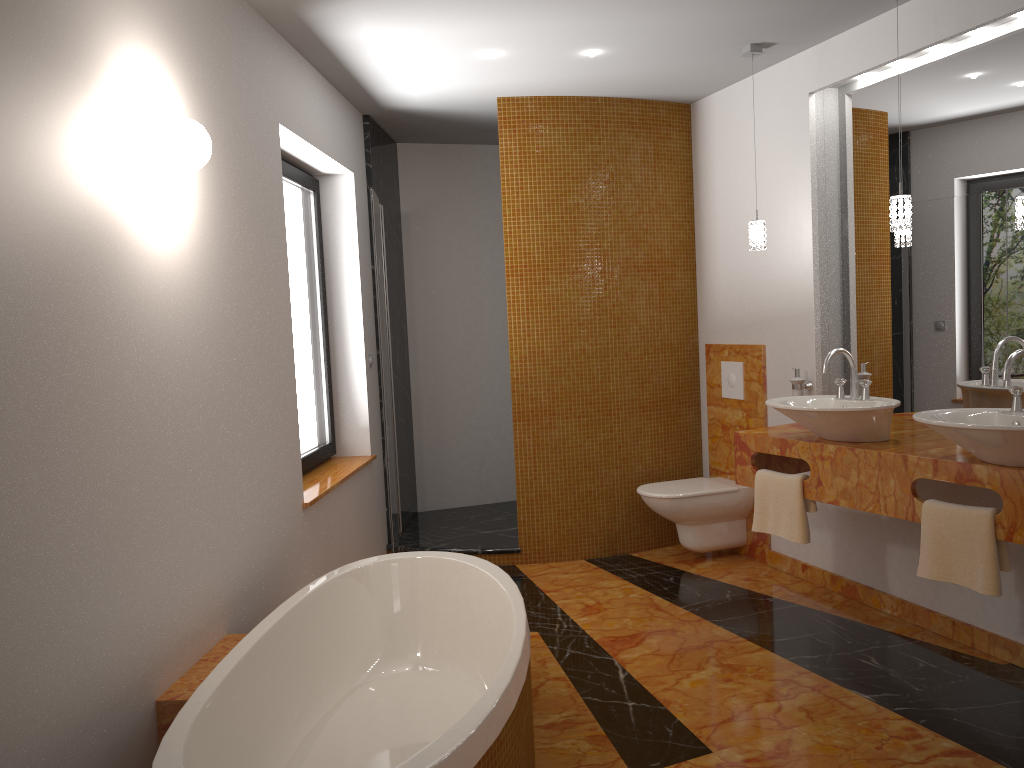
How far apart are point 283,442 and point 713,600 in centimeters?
209cm

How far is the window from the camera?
4.2m

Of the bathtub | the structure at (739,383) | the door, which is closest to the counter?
the structure at (739,383)

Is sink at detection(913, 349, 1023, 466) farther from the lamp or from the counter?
the lamp

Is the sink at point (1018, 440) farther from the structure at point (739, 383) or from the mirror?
the structure at point (739, 383)

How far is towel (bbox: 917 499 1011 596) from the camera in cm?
284

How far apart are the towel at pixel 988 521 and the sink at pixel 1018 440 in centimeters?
16cm

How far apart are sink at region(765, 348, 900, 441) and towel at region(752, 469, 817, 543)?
0.2 meters

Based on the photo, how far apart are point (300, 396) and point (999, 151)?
3.09m

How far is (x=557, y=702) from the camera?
2.88m
